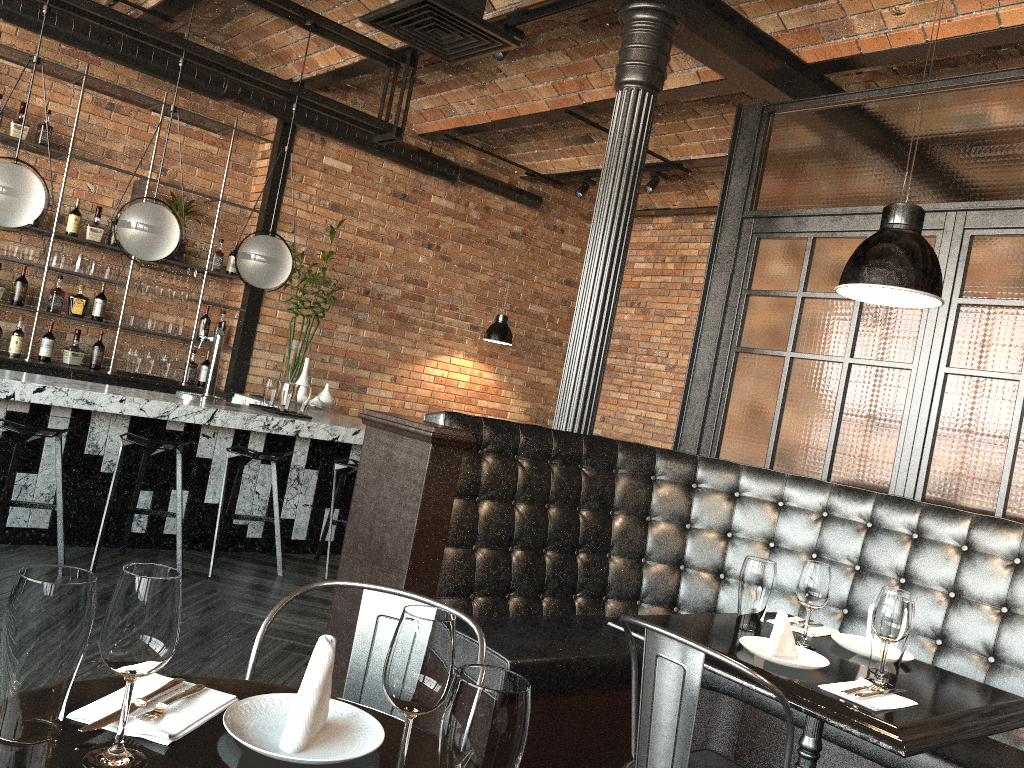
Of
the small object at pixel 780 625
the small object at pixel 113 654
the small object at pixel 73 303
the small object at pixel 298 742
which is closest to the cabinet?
the small object at pixel 73 303

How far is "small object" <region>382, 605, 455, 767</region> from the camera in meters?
1.1 m

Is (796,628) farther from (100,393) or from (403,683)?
(100,393)

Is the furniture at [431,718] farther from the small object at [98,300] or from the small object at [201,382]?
the small object at [201,382]

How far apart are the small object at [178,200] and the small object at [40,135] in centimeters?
95cm

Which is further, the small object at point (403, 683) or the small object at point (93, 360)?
the small object at point (93, 360)

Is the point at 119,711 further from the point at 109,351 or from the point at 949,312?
the point at 109,351

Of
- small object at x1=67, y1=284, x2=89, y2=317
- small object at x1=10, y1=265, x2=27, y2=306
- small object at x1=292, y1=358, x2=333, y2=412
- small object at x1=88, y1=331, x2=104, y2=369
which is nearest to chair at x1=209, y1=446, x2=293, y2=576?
small object at x1=292, y1=358, x2=333, y2=412

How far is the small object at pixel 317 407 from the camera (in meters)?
6.78

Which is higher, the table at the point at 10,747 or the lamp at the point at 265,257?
the lamp at the point at 265,257
